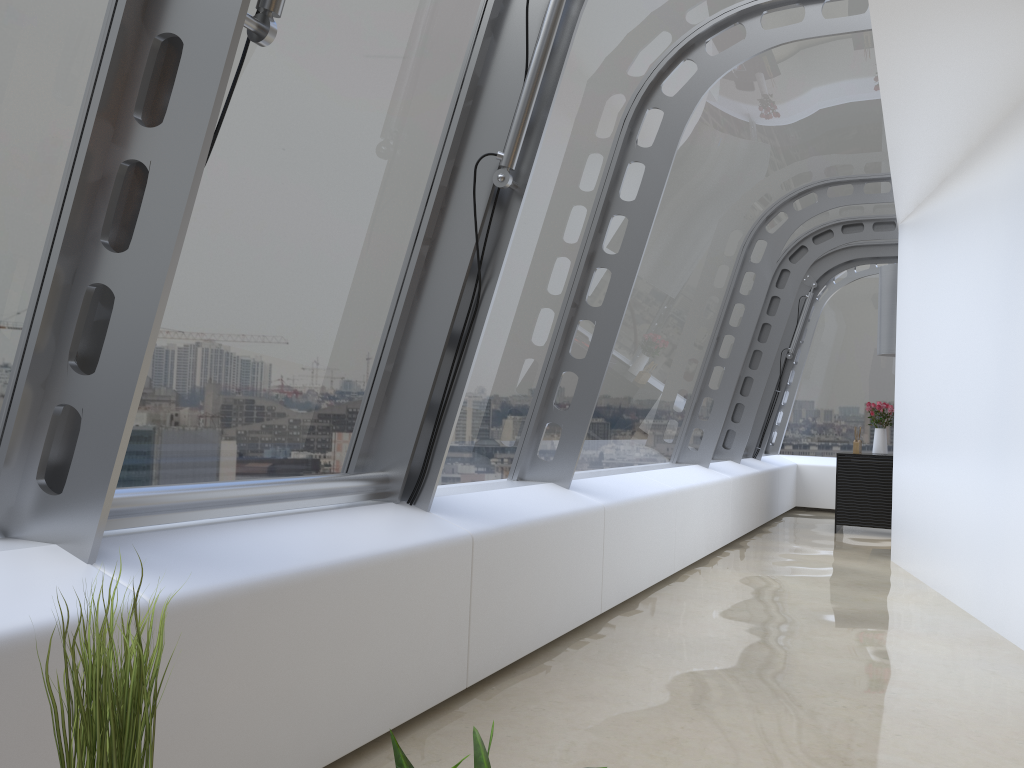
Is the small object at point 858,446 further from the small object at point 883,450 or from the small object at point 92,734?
the small object at point 92,734

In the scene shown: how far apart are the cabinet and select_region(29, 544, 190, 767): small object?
9.4 meters

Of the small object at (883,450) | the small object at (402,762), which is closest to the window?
the small object at (883,450)

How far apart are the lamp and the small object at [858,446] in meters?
1.0

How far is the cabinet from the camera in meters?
9.3 m

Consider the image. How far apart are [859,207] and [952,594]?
4.17m

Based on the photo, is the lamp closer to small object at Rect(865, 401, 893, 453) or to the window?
the window

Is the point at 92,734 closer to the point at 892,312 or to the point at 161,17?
the point at 161,17

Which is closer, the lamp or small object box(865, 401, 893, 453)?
the lamp

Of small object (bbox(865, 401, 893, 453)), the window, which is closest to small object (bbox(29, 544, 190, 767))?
the window
